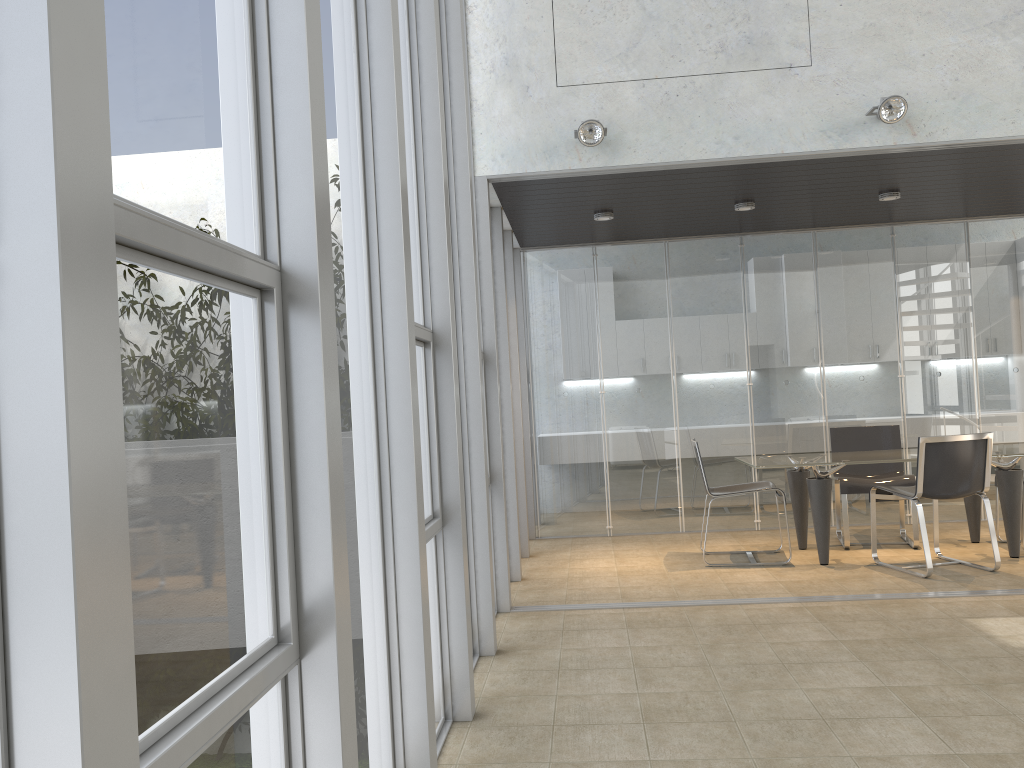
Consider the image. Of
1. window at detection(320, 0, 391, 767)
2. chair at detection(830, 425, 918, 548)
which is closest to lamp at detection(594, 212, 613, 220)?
chair at detection(830, 425, 918, 548)

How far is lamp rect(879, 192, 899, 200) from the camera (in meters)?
6.62

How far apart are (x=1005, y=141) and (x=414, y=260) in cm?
387

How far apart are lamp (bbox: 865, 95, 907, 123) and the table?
2.36m

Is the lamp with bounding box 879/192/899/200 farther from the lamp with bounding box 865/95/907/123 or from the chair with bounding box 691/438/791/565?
the chair with bounding box 691/438/791/565

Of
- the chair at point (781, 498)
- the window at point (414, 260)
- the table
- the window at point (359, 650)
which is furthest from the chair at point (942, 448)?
the window at point (359, 650)

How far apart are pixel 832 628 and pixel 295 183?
4.0m

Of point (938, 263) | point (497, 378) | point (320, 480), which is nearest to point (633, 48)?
point (497, 378)

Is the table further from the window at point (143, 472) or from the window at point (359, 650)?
the window at point (143, 472)

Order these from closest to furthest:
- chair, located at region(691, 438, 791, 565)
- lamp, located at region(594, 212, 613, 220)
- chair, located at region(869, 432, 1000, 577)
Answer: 1. chair, located at region(869, 432, 1000, 577)
2. chair, located at region(691, 438, 791, 565)
3. lamp, located at region(594, 212, 613, 220)
